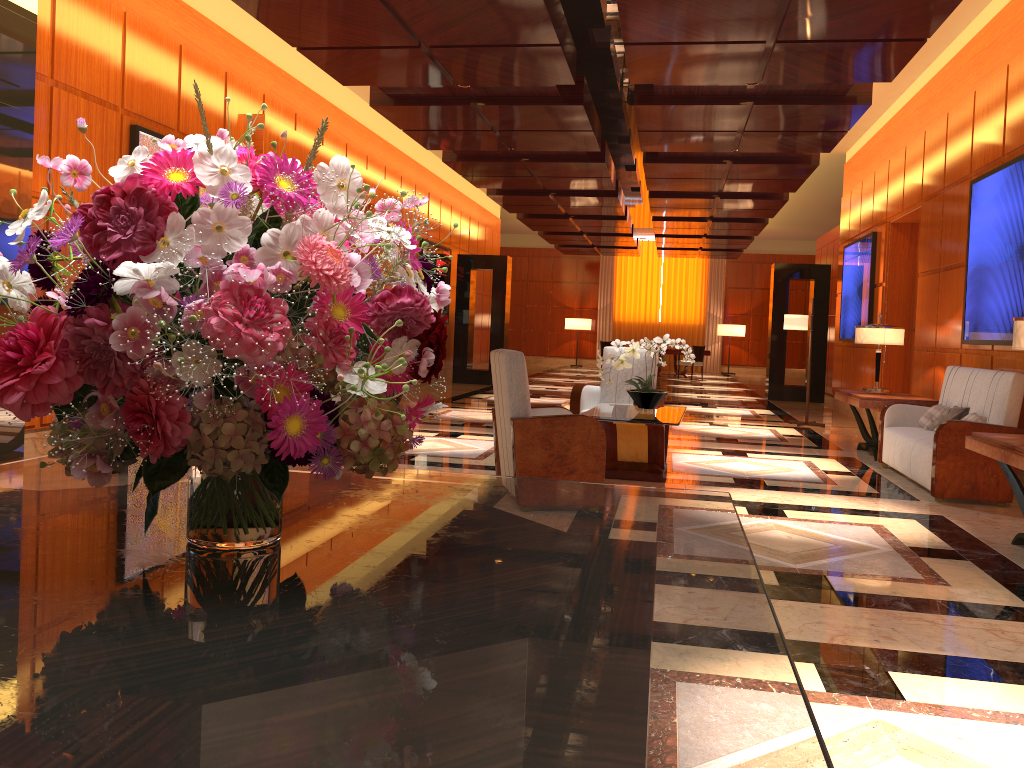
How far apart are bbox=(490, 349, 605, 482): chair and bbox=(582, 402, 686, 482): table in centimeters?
44cm

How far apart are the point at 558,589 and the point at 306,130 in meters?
9.9

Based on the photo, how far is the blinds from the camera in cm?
2740

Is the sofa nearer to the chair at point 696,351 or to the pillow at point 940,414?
the pillow at point 940,414

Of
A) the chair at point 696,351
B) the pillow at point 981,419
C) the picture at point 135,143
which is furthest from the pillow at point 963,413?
the chair at point 696,351

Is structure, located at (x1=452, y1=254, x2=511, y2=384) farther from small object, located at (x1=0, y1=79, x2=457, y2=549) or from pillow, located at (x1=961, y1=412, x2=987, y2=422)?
small object, located at (x1=0, y1=79, x2=457, y2=549)

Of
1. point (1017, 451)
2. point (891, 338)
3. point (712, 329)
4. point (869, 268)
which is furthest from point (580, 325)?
point (1017, 451)

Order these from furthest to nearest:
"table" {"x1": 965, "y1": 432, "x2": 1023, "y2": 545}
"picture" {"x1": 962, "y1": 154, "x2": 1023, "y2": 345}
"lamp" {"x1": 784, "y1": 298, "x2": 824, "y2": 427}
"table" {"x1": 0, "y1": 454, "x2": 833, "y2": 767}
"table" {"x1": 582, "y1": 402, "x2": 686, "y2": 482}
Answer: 1. "lamp" {"x1": 784, "y1": 298, "x2": 824, "y2": 427}
2. "picture" {"x1": 962, "y1": 154, "x2": 1023, "y2": 345}
3. "table" {"x1": 582, "y1": 402, "x2": 686, "y2": 482}
4. "table" {"x1": 965, "y1": 432, "x2": 1023, "y2": 545}
5. "table" {"x1": 0, "y1": 454, "x2": 833, "y2": 767}

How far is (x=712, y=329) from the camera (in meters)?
27.40

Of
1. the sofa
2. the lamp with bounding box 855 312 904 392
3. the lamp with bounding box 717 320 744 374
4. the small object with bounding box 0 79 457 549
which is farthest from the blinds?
the small object with bounding box 0 79 457 549
